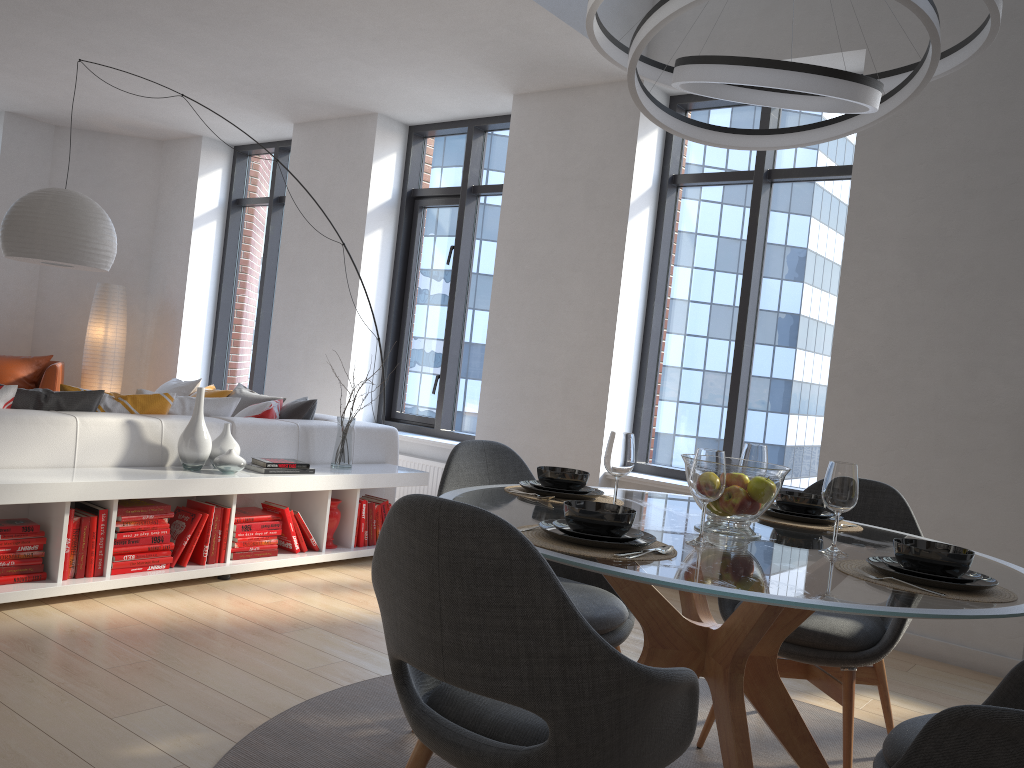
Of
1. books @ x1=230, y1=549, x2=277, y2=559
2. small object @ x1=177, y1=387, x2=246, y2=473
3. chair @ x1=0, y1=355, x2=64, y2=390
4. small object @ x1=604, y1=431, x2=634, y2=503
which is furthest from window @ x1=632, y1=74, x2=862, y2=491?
chair @ x1=0, y1=355, x2=64, y2=390

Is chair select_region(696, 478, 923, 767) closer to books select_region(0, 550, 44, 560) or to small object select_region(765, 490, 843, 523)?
small object select_region(765, 490, 843, 523)

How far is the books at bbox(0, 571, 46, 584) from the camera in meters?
3.5

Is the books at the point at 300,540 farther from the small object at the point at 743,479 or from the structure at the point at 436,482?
the small object at the point at 743,479

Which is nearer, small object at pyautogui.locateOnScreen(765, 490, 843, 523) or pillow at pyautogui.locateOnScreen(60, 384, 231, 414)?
small object at pyautogui.locateOnScreen(765, 490, 843, 523)

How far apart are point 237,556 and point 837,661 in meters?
2.9

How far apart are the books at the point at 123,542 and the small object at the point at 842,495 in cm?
299

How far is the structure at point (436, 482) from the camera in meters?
6.2

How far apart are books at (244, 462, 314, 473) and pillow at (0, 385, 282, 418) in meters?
0.6

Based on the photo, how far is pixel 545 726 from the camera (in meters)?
1.61
